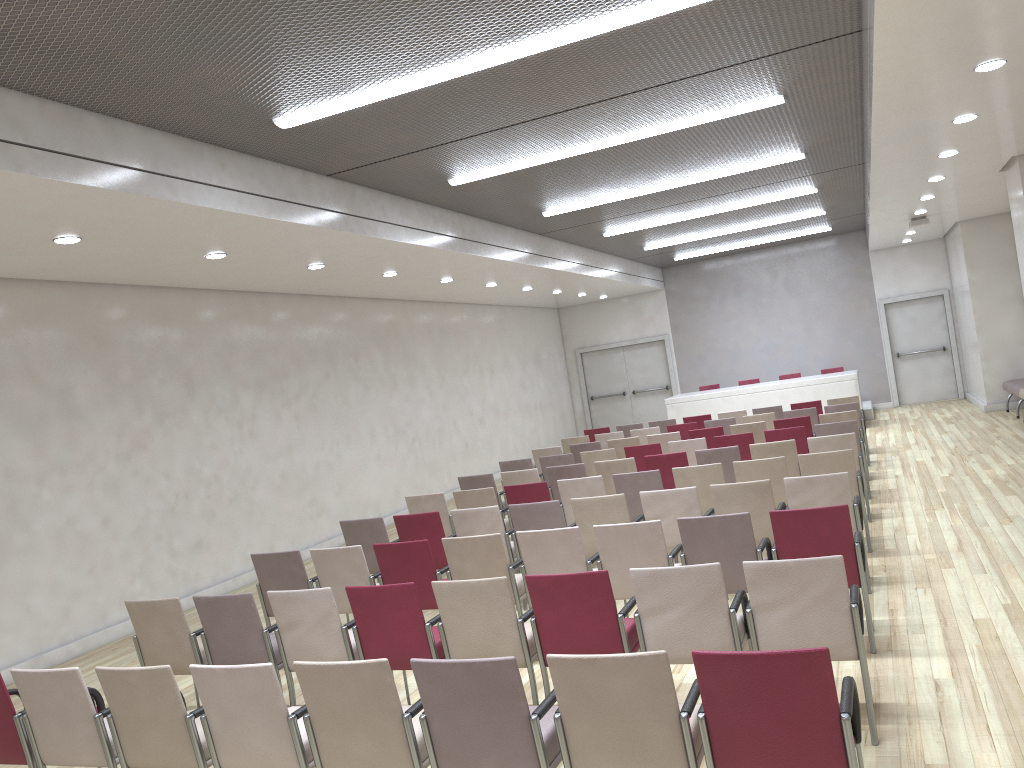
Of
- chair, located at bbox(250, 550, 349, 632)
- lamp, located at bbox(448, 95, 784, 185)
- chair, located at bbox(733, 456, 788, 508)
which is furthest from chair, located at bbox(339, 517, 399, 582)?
lamp, located at bbox(448, 95, 784, 185)

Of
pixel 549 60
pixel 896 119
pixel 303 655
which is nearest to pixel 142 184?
pixel 549 60

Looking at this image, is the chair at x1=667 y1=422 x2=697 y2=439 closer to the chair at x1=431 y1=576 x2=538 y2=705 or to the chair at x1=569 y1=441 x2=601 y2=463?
the chair at x1=569 y1=441 x2=601 y2=463

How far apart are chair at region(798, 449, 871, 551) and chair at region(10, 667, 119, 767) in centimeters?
557cm

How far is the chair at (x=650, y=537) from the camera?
5.6 meters

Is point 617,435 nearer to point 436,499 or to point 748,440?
point 748,440

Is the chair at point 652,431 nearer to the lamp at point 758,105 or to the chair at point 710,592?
the lamp at point 758,105

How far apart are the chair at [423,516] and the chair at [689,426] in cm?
613

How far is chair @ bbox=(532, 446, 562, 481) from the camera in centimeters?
1229cm

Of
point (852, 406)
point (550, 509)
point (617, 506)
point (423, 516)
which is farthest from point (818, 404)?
point (423, 516)
